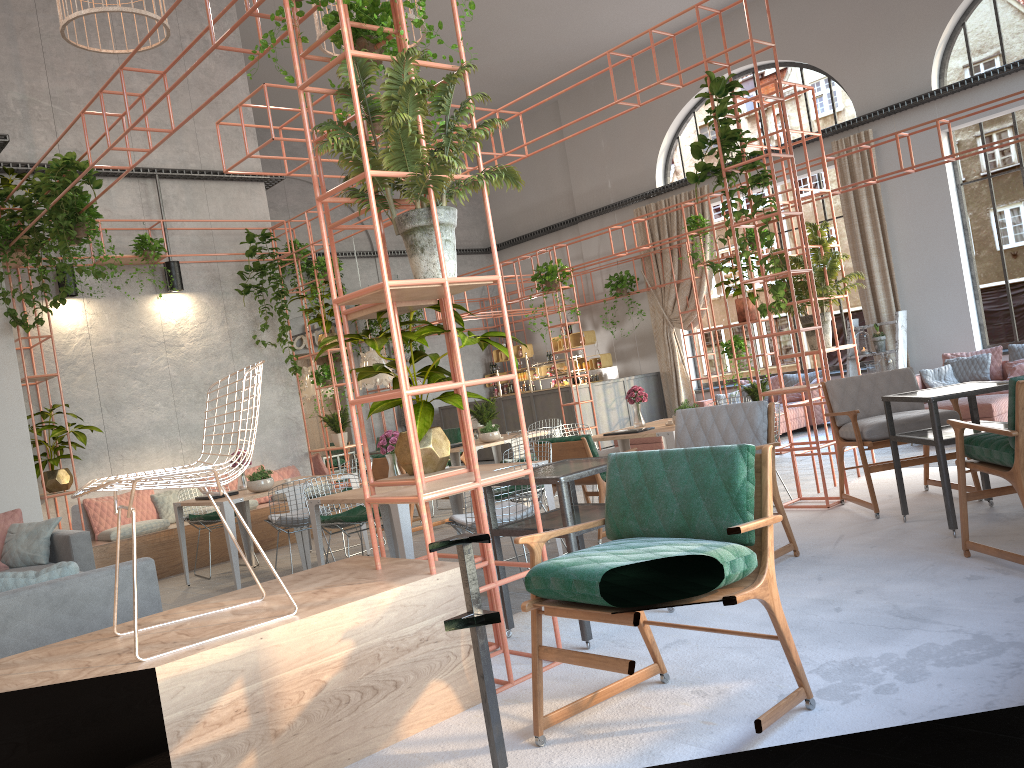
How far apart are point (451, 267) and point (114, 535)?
7.14m

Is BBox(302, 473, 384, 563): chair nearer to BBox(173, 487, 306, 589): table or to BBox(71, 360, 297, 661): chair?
BBox(173, 487, 306, 589): table

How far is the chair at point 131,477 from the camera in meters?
2.9

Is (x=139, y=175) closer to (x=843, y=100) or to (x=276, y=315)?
(x=276, y=315)

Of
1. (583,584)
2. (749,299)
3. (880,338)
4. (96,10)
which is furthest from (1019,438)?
(880,338)

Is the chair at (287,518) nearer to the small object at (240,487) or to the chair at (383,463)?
the small object at (240,487)

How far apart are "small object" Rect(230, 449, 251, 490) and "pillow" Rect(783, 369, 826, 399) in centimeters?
946cm

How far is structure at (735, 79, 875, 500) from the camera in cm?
753

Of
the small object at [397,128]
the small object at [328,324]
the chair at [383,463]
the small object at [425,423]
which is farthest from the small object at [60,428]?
the small object at [397,128]

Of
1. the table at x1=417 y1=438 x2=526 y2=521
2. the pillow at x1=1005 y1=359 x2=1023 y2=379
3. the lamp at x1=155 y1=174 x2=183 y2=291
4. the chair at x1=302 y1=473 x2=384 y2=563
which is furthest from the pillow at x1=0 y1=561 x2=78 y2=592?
the pillow at x1=1005 y1=359 x2=1023 y2=379
